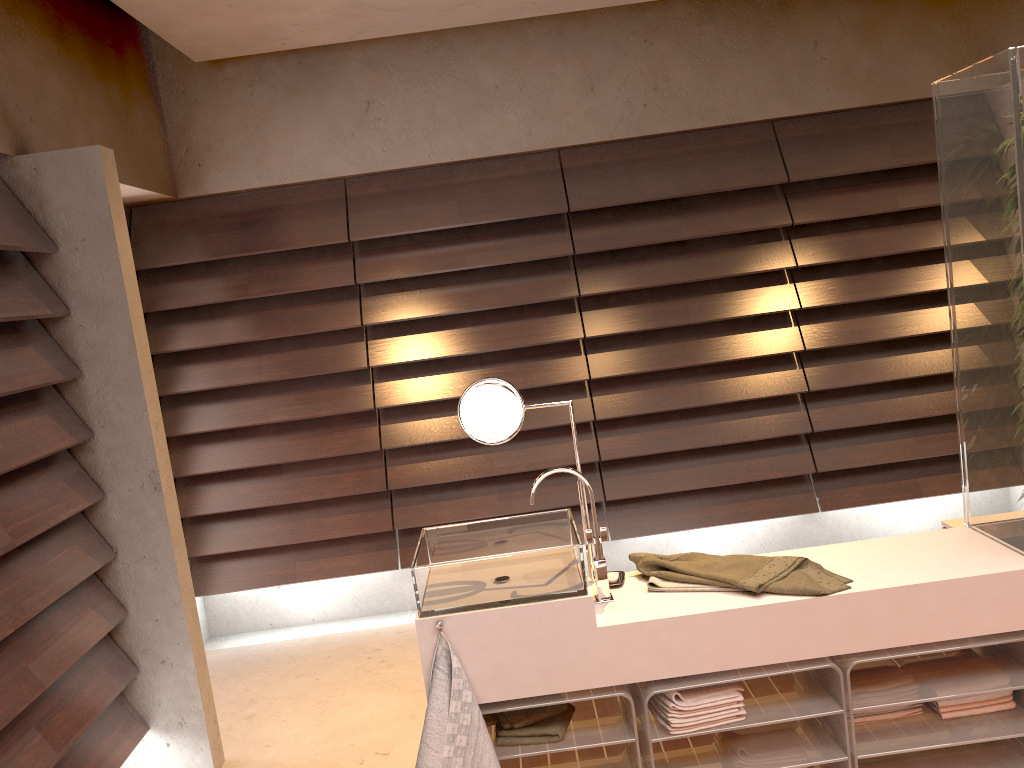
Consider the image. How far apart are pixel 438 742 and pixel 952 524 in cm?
185

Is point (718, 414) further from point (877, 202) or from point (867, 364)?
point (877, 202)

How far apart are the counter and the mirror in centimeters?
8cm

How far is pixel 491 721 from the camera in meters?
2.3

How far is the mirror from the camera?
2.4 meters

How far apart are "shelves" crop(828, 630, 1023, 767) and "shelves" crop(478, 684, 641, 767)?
0.5 meters

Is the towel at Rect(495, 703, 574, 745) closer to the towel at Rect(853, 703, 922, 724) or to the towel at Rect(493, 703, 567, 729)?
the towel at Rect(493, 703, 567, 729)

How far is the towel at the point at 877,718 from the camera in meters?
2.3

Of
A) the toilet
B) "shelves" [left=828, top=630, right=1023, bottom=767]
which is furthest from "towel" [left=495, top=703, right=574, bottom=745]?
the toilet

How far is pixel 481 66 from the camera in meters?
3.9 m
